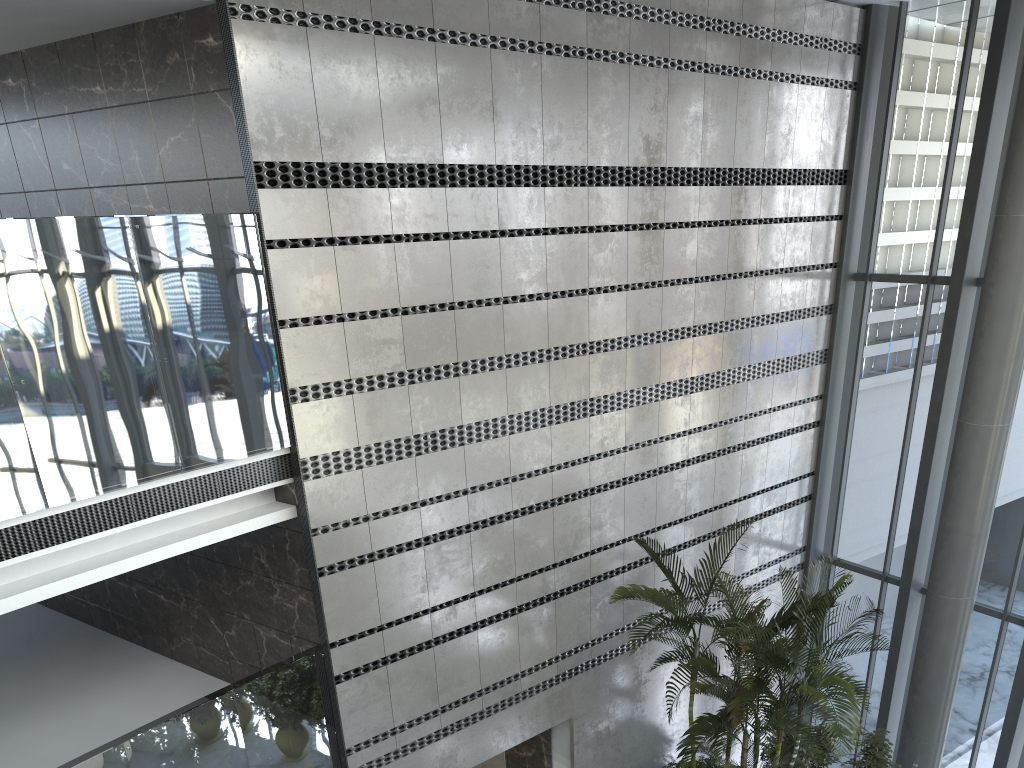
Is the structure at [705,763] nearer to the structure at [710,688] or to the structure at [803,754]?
the structure at [710,688]

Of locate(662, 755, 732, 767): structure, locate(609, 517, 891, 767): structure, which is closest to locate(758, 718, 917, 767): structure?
locate(609, 517, 891, 767): structure

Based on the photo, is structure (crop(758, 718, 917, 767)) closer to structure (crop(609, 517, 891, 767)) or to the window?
structure (crop(609, 517, 891, 767))

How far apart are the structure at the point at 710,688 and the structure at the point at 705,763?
0.66m

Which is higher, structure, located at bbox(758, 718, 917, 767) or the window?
the window

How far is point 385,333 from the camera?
6.4 meters

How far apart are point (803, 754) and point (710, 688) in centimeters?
226cm

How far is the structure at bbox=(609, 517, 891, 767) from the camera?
6.70m

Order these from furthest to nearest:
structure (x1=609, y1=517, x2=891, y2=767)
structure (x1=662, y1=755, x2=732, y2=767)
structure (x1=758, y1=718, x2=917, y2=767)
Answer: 1. structure (x1=662, y1=755, x2=732, y2=767)
2. structure (x1=758, y1=718, x2=917, y2=767)
3. structure (x1=609, y1=517, x2=891, y2=767)

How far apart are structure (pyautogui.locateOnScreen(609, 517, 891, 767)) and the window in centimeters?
210cm
